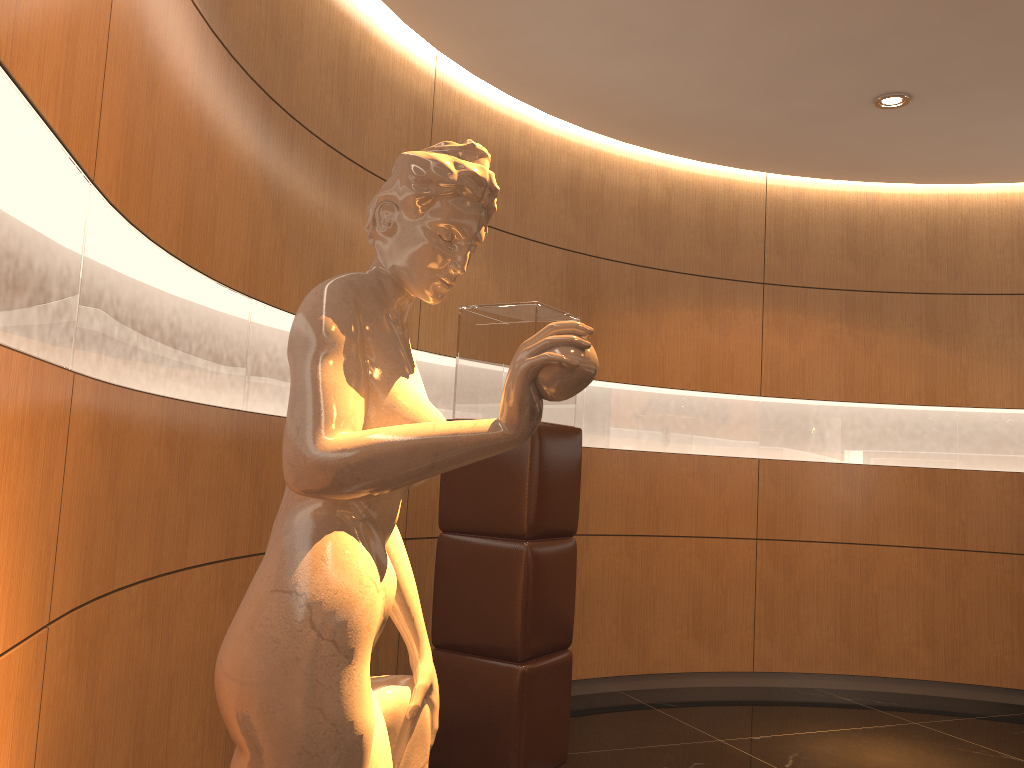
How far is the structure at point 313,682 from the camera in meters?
1.2 m

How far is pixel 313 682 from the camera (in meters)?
1.17

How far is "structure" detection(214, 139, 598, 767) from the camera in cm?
117
